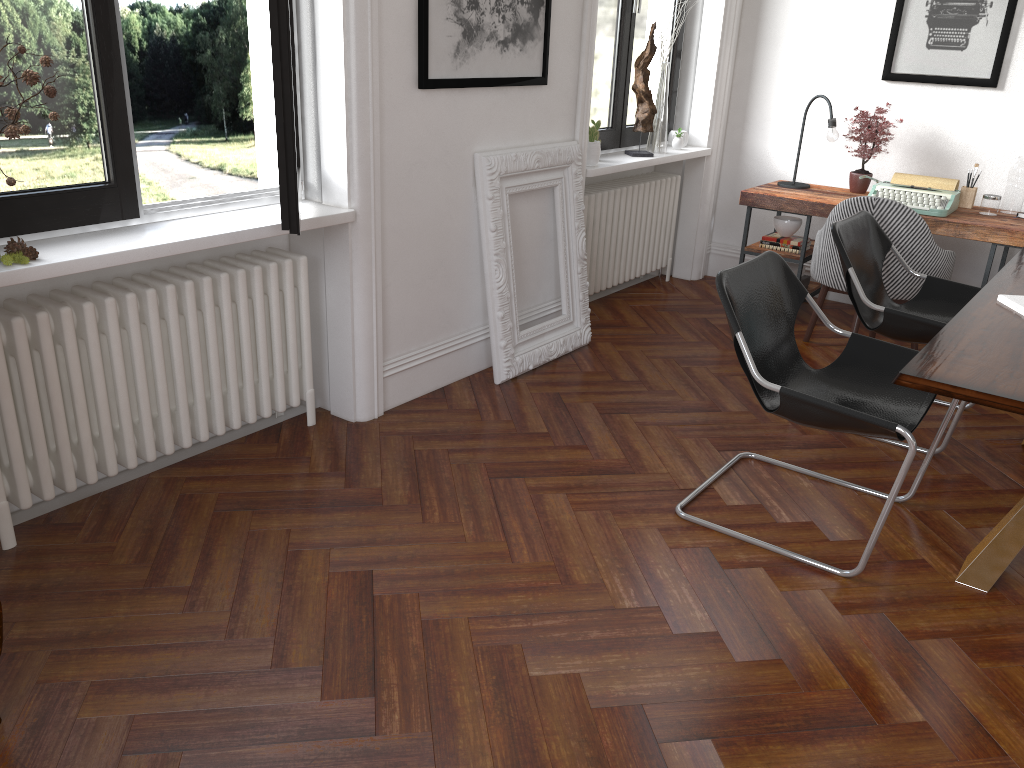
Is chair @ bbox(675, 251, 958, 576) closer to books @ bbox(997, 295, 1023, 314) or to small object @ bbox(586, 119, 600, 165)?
books @ bbox(997, 295, 1023, 314)

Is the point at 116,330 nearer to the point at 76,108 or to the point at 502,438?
the point at 76,108

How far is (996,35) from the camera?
4.99m

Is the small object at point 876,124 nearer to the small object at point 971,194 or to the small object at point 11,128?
the small object at point 971,194

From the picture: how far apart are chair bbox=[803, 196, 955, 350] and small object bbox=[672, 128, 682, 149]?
1.3 meters

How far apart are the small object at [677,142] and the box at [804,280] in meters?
1.2 m

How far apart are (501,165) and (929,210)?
2.4m

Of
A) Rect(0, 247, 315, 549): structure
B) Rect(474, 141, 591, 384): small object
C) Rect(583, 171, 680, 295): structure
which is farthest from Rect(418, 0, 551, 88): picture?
Rect(583, 171, 680, 295): structure

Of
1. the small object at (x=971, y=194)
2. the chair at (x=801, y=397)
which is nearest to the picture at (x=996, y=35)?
the small object at (x=971, y=194)

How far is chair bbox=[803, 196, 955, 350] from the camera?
4.36m
